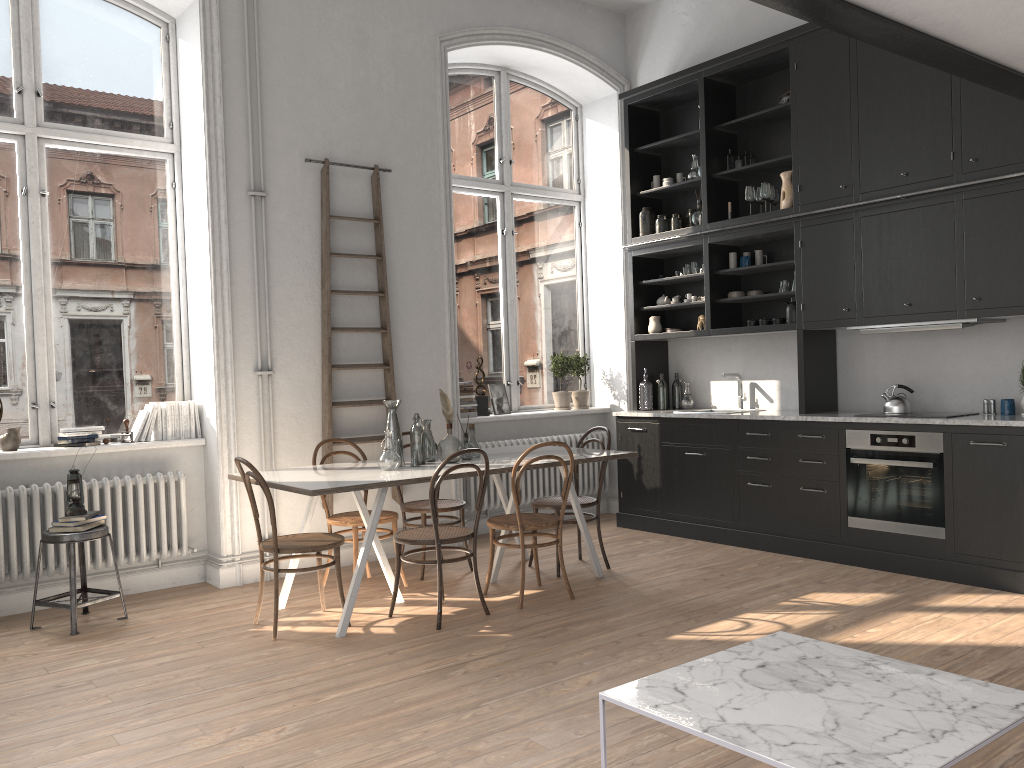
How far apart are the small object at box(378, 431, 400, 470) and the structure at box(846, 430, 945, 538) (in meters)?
2.85

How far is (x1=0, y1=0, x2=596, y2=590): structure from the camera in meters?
5.0 m

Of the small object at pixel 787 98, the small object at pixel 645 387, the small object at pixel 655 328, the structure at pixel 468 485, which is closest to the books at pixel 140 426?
the structure at pixel 468 485

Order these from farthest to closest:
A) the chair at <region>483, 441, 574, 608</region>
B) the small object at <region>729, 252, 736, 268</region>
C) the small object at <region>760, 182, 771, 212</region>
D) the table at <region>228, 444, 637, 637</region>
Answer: the small object at <region>729, 252, 736, 268</region>
the small object at <region>760, 182, 771, 212</region>
the chair at <region>483, 441, 574, 608</region>
the table at <region>228, 444, 637, 637</region>

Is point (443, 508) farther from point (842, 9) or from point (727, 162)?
point (842, 9)

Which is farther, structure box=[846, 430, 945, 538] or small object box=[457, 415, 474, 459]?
small object box=[457, 415, 474, 459]

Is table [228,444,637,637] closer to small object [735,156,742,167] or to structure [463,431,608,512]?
structure [463,431,608,512]

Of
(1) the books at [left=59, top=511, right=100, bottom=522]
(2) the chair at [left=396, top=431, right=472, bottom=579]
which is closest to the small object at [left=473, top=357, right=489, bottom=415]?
(2) the chair at [left=396, top=431, right=472, bottom=579]

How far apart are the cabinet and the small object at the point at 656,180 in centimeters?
12cm

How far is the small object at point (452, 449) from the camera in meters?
5.2 m
